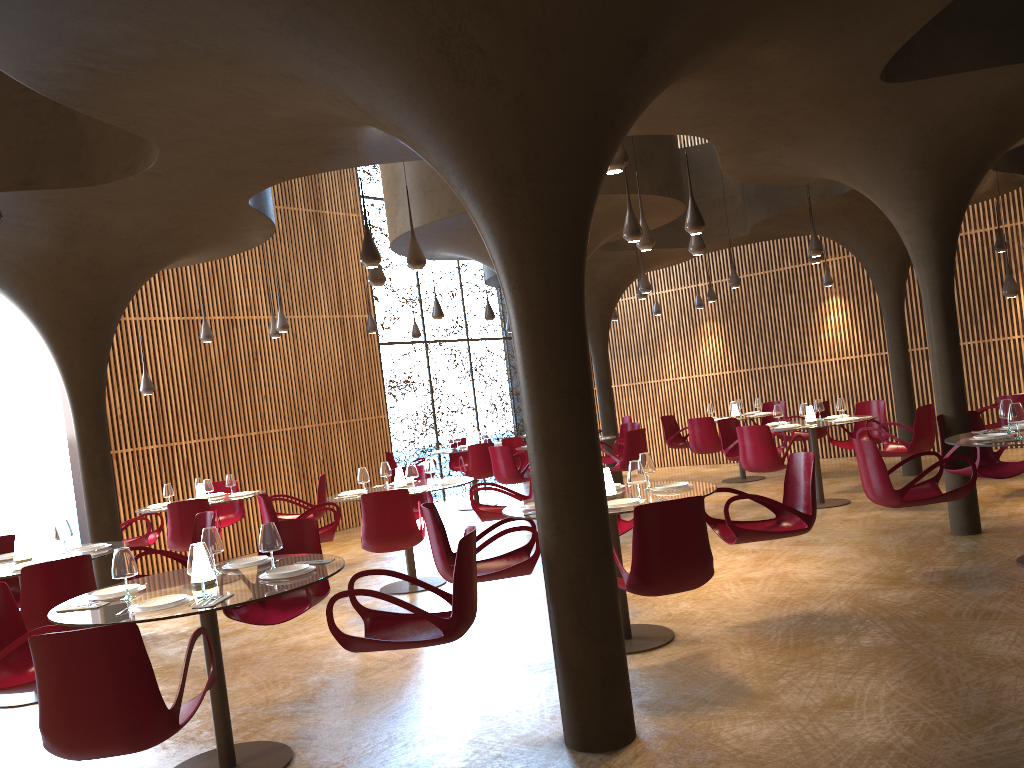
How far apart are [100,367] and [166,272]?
4.8m

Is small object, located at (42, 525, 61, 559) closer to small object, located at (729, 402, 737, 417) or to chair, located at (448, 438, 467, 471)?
chair, located at (448, 438, 467, 471)

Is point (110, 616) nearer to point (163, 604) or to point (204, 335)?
point (163, 604)

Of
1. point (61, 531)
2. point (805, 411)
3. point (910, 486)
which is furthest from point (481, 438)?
point (910, 486)

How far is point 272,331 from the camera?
13.33m

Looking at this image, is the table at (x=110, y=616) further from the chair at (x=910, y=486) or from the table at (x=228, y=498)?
the table at (x=228, y=498)

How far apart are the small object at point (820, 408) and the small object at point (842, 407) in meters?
0.4 m

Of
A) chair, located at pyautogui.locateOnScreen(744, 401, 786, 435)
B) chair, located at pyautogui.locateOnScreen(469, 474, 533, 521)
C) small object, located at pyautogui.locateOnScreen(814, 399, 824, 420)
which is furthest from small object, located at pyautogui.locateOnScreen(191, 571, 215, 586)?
chair, located at pyautogui.locateOnScreen(744, 401, 786, 435)

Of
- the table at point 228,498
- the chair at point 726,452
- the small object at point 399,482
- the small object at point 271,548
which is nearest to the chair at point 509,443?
the chair at point 726,452

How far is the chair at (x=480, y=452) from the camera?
15.1m
